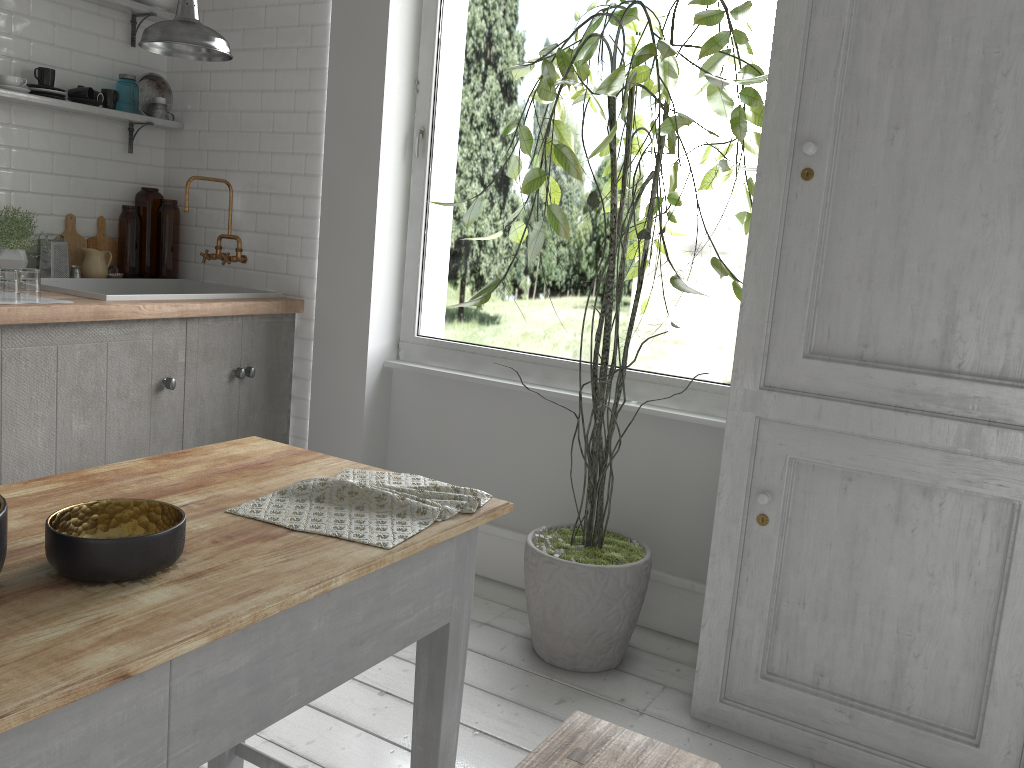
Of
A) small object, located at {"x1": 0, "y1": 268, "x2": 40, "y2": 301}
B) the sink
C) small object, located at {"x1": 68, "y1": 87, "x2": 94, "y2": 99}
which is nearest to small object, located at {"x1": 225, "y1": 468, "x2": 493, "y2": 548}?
small object, located at {"x1": 0, "y1": 268, "x2": 40, "y2": 301}

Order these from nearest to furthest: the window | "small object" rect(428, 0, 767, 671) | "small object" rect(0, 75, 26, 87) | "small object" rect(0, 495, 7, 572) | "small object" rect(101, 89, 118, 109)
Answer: "small object" rect(0, 495, 7, 572) → "small object" rect(428, 0, 767, 671) → "small object" rect(0, 75, 26, 87) → the window → "small object" rect(101, 89, 118, 109)

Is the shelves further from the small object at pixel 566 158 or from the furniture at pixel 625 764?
the furniture at pixel 625 764

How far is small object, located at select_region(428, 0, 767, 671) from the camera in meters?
3.1 m

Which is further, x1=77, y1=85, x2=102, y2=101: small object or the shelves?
x1=77, y1=85, x2=102, y2=101: small object

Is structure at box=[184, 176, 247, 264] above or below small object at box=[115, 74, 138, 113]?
below

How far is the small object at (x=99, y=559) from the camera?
1.44m

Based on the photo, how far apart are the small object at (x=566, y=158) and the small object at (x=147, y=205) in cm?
237

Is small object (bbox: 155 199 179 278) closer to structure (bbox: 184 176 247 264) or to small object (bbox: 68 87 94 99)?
structure (bbox: 184 176 247 264)

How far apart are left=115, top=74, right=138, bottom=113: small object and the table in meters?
3.3
